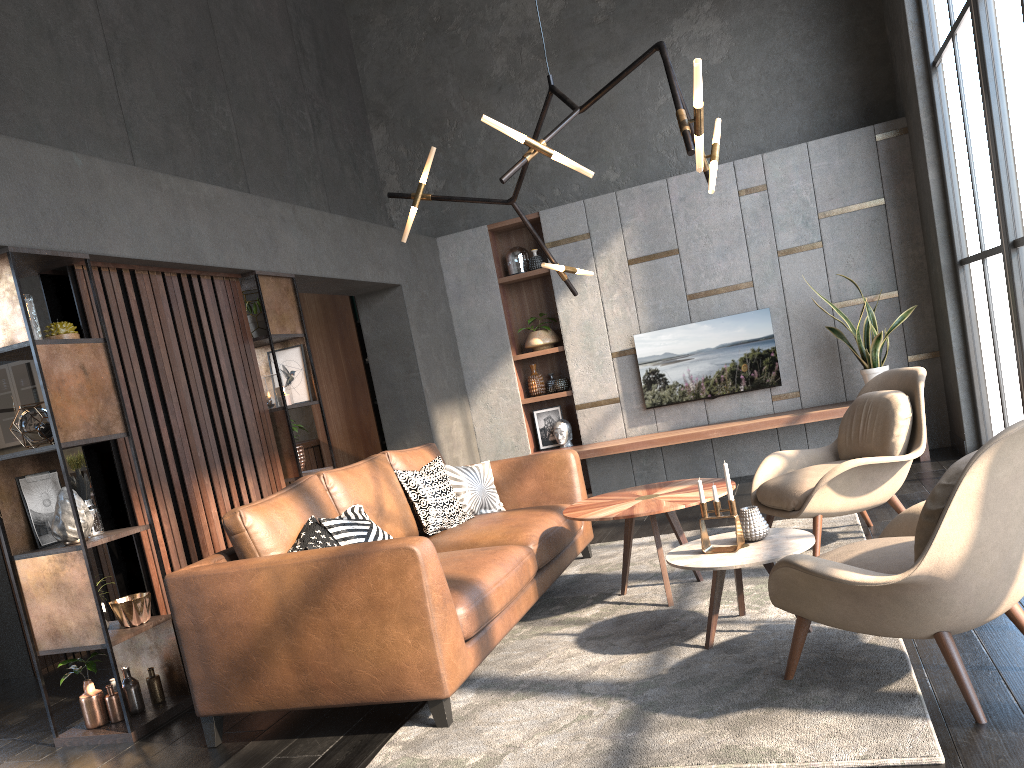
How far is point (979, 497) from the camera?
2.27m

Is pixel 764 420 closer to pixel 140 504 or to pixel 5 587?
pixel 140 504

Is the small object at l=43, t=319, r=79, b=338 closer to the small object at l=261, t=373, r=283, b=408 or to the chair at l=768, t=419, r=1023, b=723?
the small object at l=261, t=373, r=283, b=408

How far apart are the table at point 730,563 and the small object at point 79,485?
2.4 meters

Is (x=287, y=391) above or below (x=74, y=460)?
above

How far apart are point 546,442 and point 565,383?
0.6m

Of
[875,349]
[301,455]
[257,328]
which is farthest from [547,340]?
[257,328]

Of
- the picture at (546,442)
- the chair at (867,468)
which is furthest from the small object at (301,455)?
the picture at (546,442)

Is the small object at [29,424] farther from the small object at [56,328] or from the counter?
the counter

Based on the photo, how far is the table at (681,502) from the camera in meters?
3.8 m
